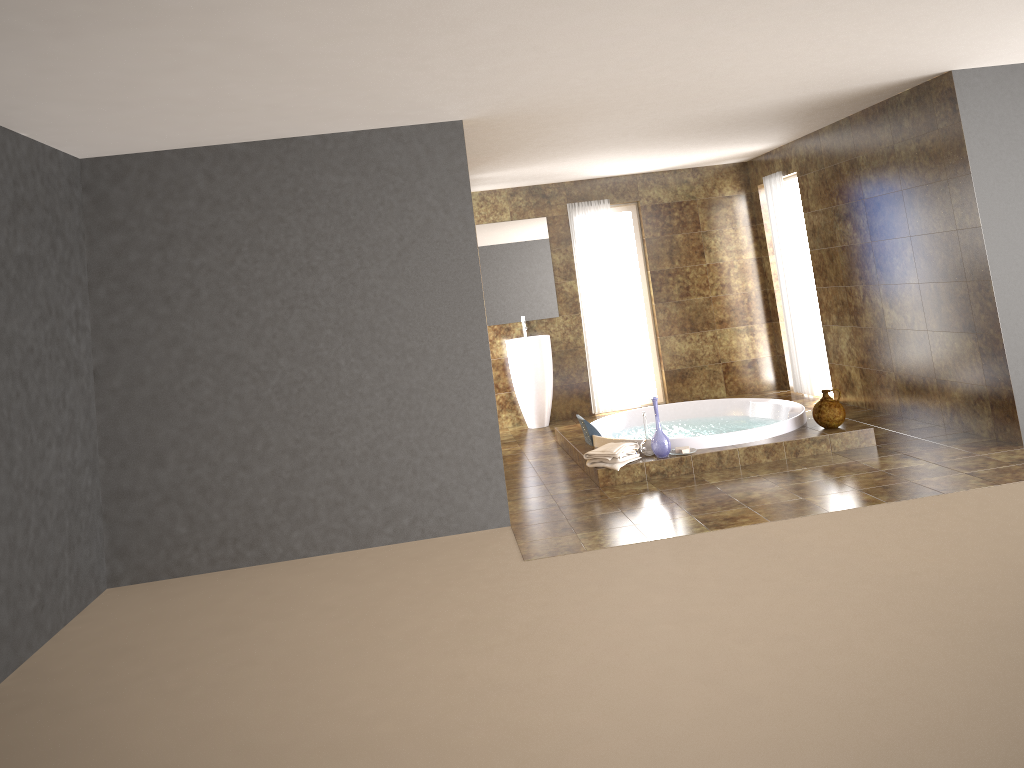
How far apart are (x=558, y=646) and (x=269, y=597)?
1.86m

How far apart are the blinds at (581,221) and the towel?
3.0m

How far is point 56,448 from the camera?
4.63m

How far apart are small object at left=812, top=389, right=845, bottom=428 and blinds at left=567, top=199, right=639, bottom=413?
3.05m

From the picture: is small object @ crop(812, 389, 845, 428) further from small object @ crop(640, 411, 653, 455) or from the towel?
the towel

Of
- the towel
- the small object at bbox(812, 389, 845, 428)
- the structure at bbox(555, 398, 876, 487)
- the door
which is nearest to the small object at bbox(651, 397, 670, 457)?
the structure at bbox(555, 398, 876, 487)

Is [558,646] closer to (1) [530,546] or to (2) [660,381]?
(1) [530,546]

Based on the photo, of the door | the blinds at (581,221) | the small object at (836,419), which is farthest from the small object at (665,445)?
the door

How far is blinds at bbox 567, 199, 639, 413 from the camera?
9.2 meters

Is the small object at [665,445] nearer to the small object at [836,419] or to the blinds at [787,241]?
the small object at [836,419]
